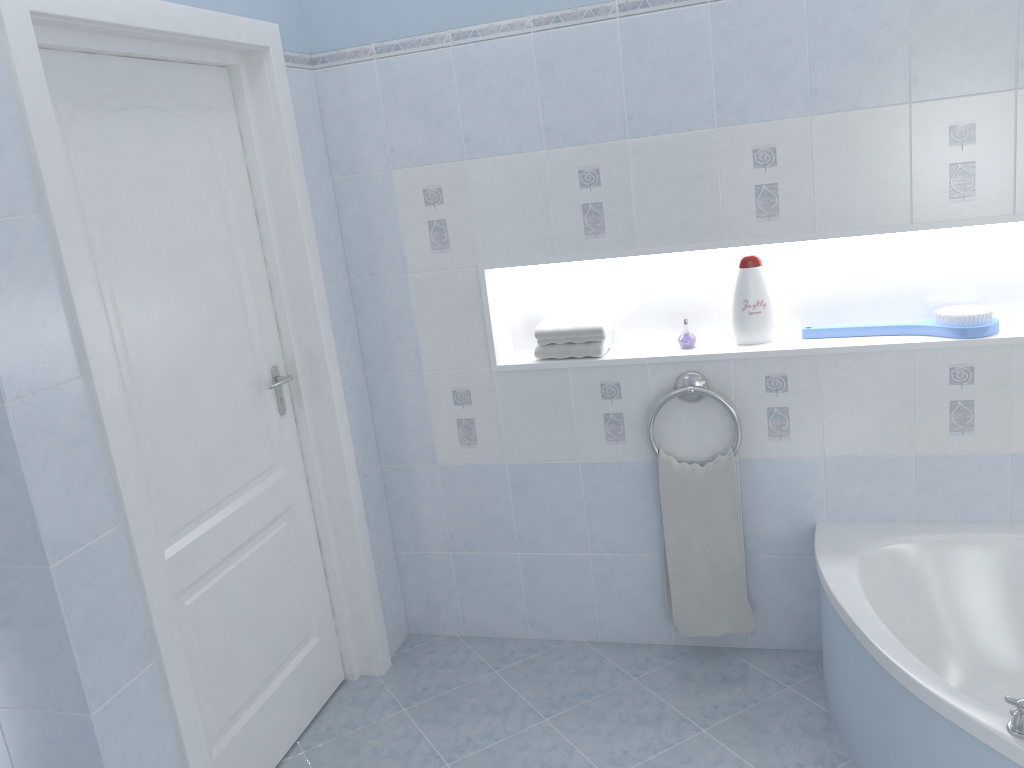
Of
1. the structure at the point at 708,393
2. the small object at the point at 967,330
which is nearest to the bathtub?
the structure at the point at 708,393

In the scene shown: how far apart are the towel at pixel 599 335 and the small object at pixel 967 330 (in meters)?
0.60

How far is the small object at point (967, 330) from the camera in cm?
249

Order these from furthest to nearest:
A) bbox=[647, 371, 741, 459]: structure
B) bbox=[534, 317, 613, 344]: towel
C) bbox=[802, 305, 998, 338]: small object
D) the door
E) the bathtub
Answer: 1. bbox=[534, 317, 613, 344]: towel
2. bbox=[647, 371, 741, 459]: structure
3. bbox=[802, 305, 998, 338]: small object
4. the door
5. the bathtub

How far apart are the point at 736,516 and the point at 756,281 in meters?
0.7

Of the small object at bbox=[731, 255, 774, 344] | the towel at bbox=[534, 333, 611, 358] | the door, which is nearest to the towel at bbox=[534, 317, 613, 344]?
the towel at bbox=[534, 333, 611, 358]

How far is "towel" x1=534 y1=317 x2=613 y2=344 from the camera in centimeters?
280cm

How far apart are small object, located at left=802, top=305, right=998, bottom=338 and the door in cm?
159

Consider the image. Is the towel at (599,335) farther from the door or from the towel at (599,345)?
the door

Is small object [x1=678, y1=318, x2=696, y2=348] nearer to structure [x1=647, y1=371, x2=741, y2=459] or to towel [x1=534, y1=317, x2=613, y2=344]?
structure [x1=647, y1=371, x2=741, y2=459]
